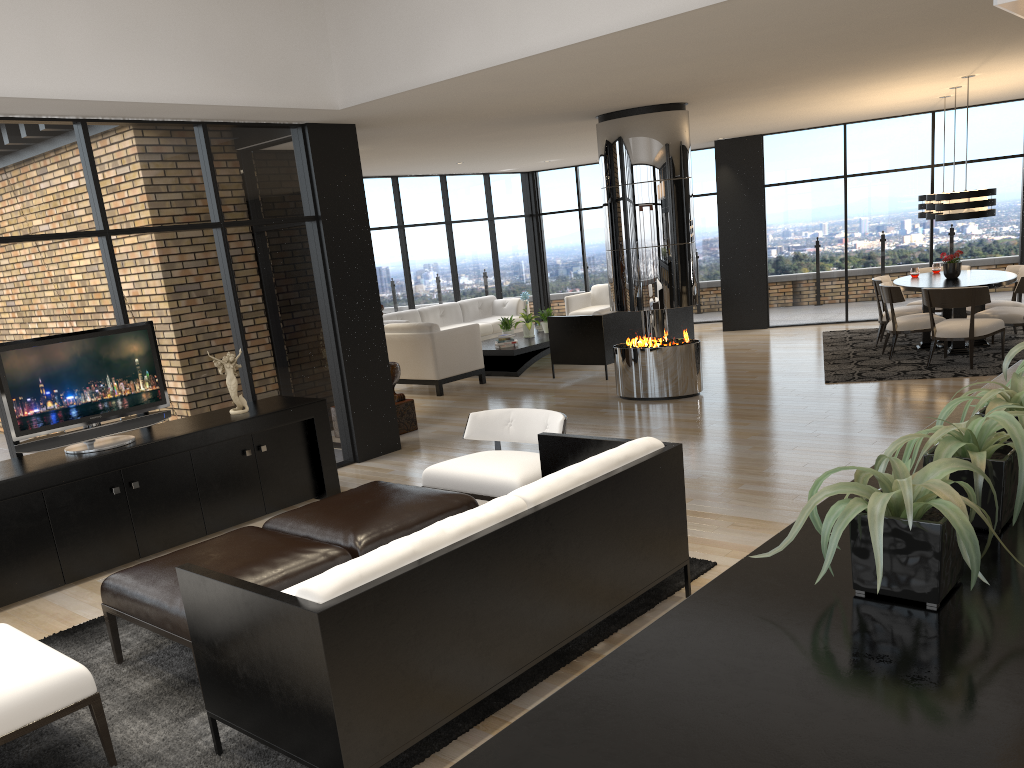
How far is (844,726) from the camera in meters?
1.1

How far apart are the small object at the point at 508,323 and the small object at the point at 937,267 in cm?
533

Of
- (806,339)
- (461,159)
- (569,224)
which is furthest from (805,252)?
(461,159)

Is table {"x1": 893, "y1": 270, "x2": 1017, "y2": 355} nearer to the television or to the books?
the books

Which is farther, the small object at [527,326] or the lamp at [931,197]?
the small object at [527,326]

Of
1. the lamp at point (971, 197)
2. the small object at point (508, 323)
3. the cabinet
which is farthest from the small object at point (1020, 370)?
the small object at point (508, 323)

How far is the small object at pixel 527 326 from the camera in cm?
1214

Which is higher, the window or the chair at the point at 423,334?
the window

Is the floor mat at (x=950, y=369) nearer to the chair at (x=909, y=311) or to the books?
the chair at (x=909, y=311)

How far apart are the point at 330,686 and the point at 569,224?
13.3m
